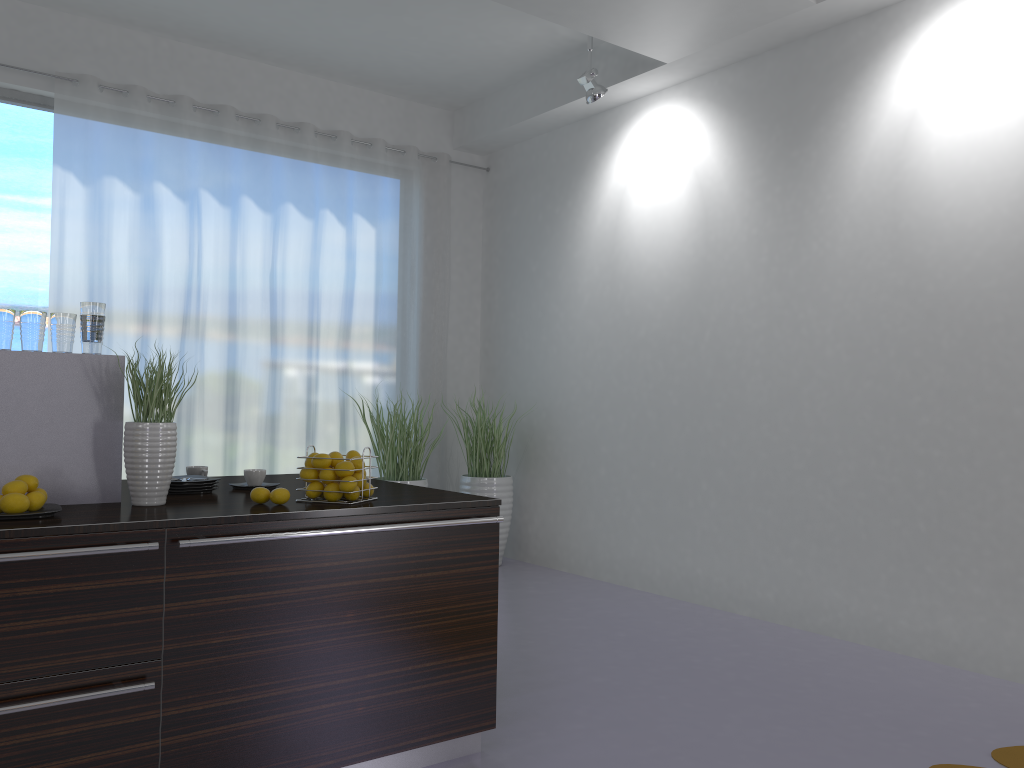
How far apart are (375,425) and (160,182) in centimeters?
207cm

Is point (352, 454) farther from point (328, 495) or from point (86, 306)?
point (86, 306)

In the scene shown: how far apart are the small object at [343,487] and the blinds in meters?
3.3

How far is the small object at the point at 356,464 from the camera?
2.8 meters

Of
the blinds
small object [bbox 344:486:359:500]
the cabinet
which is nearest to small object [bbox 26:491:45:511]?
the cabinet

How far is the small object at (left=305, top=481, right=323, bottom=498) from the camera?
2.78m

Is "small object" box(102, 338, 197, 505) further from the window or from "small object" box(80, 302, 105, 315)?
the window

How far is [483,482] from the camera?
6.3 meters

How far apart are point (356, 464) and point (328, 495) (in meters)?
0.13

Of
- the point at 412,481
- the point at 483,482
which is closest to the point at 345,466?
the point at 412,481
